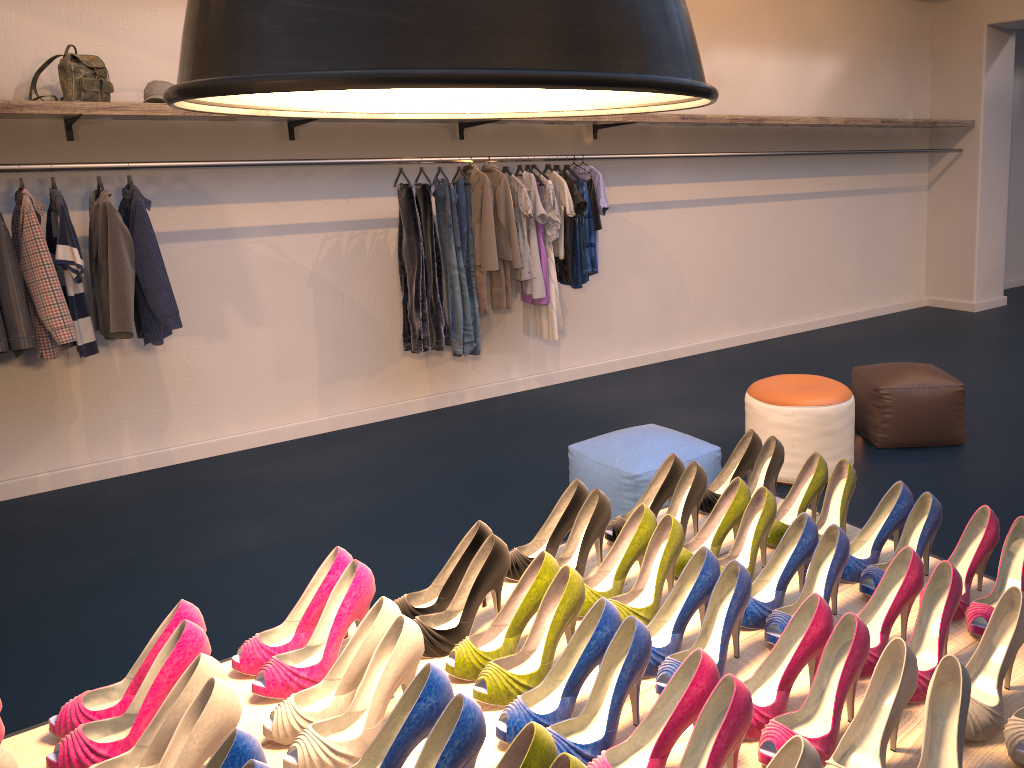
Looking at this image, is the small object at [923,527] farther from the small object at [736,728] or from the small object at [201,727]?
the small object at [201,727]

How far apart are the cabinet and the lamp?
3.7 meters

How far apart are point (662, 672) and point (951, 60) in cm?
864

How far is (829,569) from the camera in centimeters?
165cm

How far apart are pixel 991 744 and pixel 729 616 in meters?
0.4

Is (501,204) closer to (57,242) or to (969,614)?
(57,242)

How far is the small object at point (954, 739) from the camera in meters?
1.2 m

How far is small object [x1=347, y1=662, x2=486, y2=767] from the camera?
1.2 meters

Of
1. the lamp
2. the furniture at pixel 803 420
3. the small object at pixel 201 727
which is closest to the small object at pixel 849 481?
the lamp

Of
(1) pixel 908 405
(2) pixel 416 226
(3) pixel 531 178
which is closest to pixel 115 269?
(2) pixel 416 226
